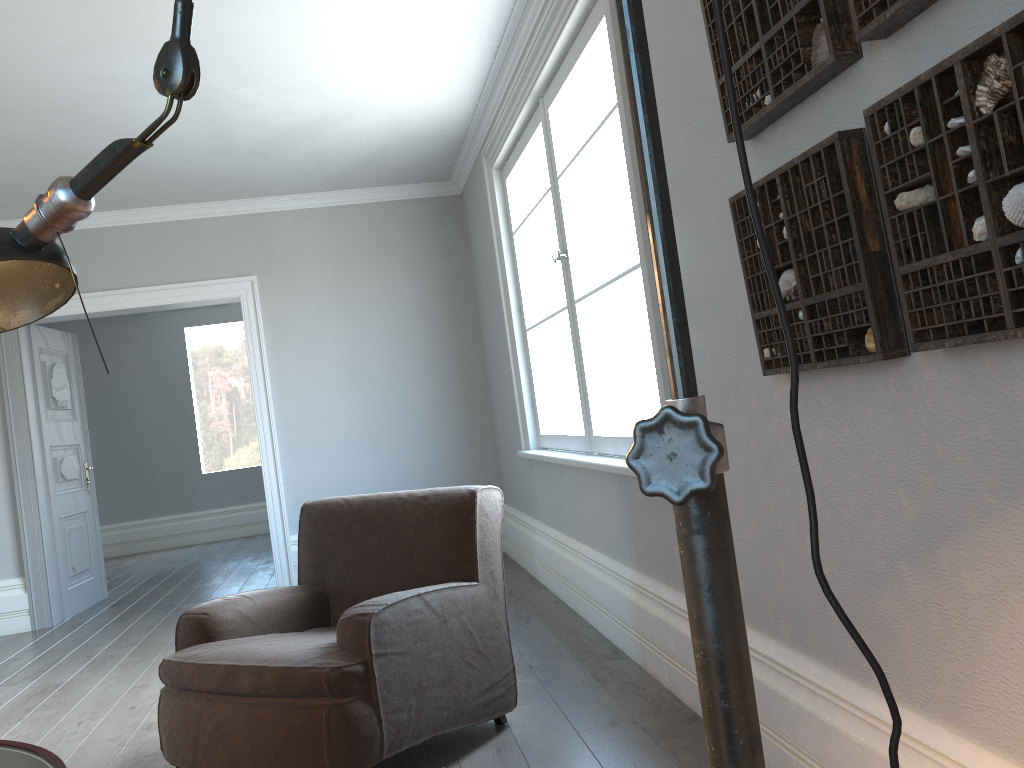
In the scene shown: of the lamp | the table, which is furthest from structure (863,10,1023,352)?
the table

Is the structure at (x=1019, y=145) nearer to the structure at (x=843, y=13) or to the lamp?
the structure at (x=843, y=13)

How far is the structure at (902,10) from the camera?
1.40m

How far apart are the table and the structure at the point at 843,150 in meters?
1.6 m

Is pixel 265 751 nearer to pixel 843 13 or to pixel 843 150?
pixel 843 150

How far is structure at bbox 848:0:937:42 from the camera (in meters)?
1.40

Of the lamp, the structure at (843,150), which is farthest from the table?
the structure at (843,150)

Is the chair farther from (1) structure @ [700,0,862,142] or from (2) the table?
(1) structure @ [700,0,862,142]

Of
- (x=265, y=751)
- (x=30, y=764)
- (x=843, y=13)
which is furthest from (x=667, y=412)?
(x=265, y=751)

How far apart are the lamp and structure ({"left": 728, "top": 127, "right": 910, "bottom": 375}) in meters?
1.2 m
